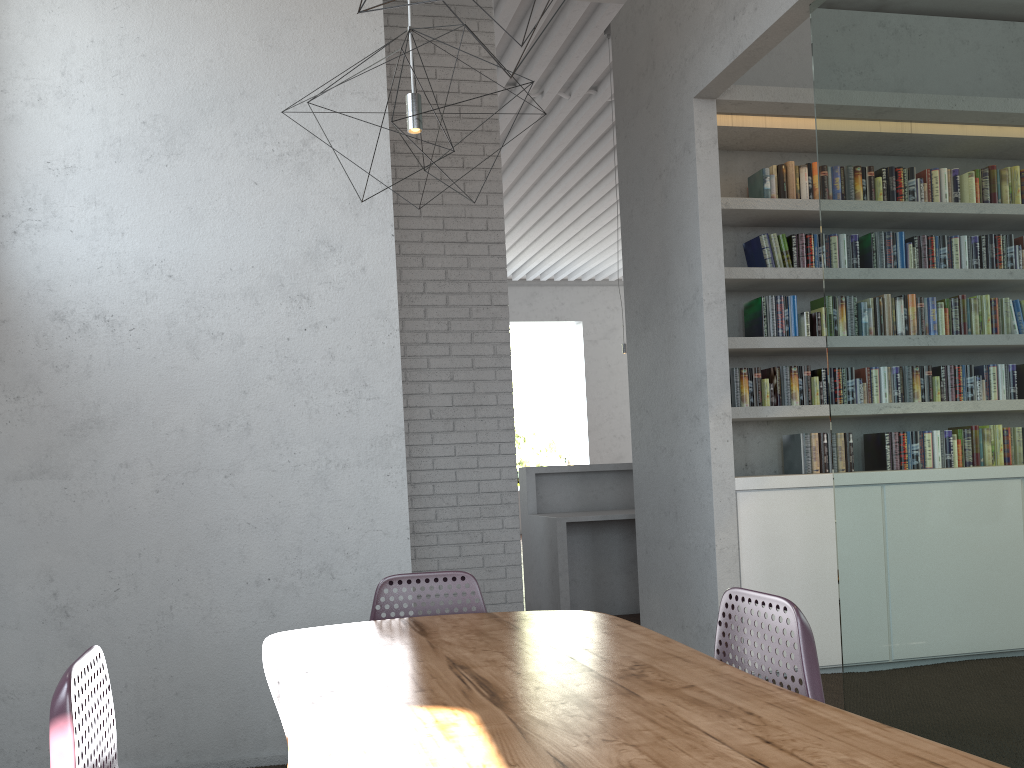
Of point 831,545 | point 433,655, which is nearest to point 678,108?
point 831,545
